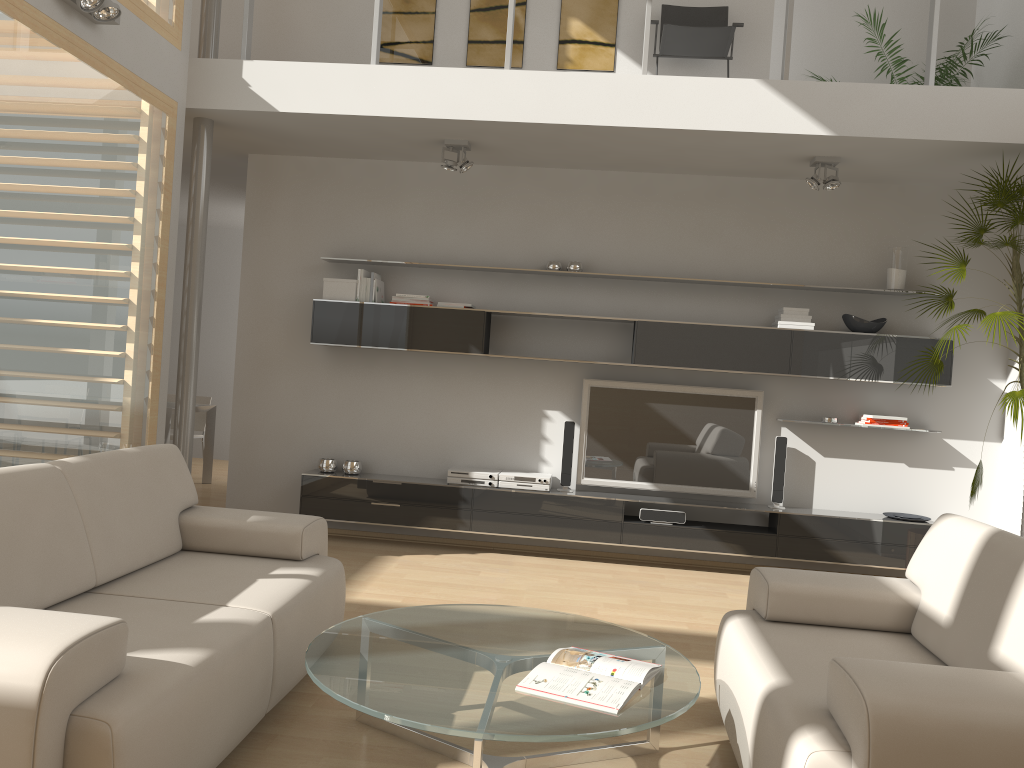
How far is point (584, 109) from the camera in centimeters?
510cm

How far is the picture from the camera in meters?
6.2 m

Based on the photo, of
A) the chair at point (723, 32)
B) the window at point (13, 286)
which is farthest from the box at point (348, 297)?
the chair at point (723, 32)

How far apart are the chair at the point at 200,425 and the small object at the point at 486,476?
3.7m

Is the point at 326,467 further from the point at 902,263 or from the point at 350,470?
the point at 902,263

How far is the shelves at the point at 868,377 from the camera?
5.7m

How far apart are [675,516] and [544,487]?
0.9m

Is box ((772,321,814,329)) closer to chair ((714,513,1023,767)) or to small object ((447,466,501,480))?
small object ((447,466,501,480))

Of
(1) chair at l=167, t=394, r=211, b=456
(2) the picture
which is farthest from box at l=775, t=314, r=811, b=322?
(1) chair at l=167, t=394, r=211, b=456

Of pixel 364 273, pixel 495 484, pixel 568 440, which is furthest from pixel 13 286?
pixel 568 440
